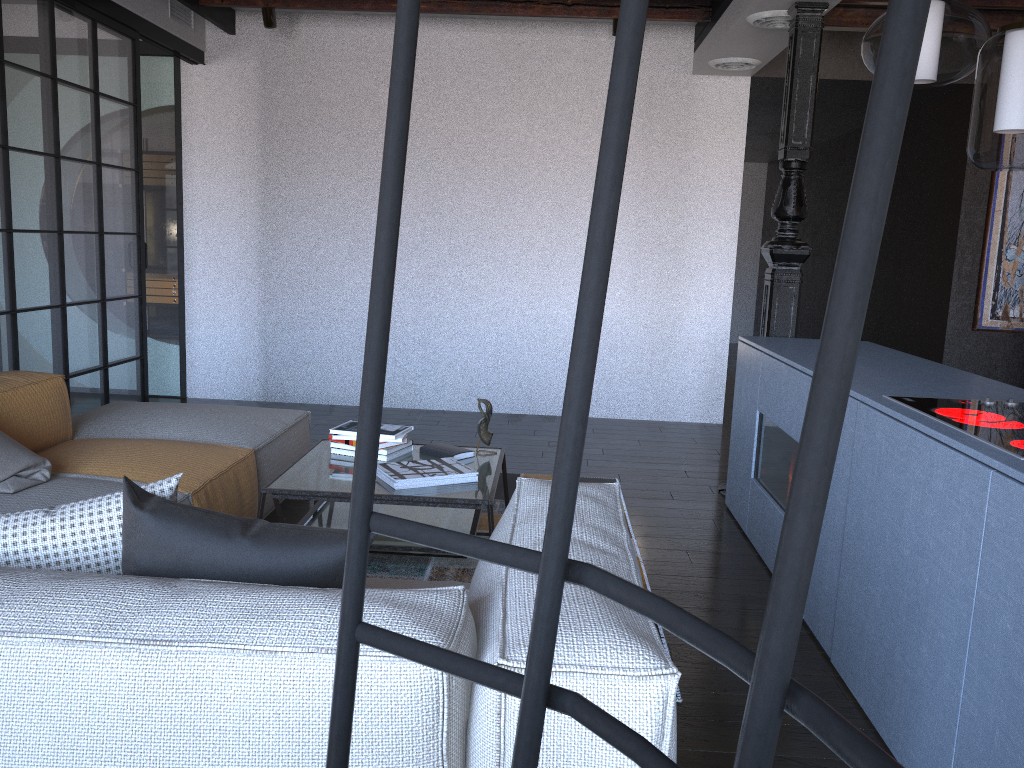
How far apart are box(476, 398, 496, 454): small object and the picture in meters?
4.3

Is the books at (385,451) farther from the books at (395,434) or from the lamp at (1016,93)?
the lamp at (1016,93)

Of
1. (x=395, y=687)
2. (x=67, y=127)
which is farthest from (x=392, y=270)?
(x=67, y=127)

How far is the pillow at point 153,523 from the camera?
1.6m

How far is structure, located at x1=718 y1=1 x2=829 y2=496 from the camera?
4.18m

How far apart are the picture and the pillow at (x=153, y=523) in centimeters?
582cm

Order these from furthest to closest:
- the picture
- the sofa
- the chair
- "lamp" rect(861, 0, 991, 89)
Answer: the picture < "lamp" rect(861, 0, 991, 89) < the sofa < the chair

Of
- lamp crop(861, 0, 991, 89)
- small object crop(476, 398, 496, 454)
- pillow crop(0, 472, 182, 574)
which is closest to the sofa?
pillow crop(0, 472, 182, 574)

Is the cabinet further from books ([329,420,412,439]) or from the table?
books ([329,420,412,439])

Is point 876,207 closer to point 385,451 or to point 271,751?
point 271,751
